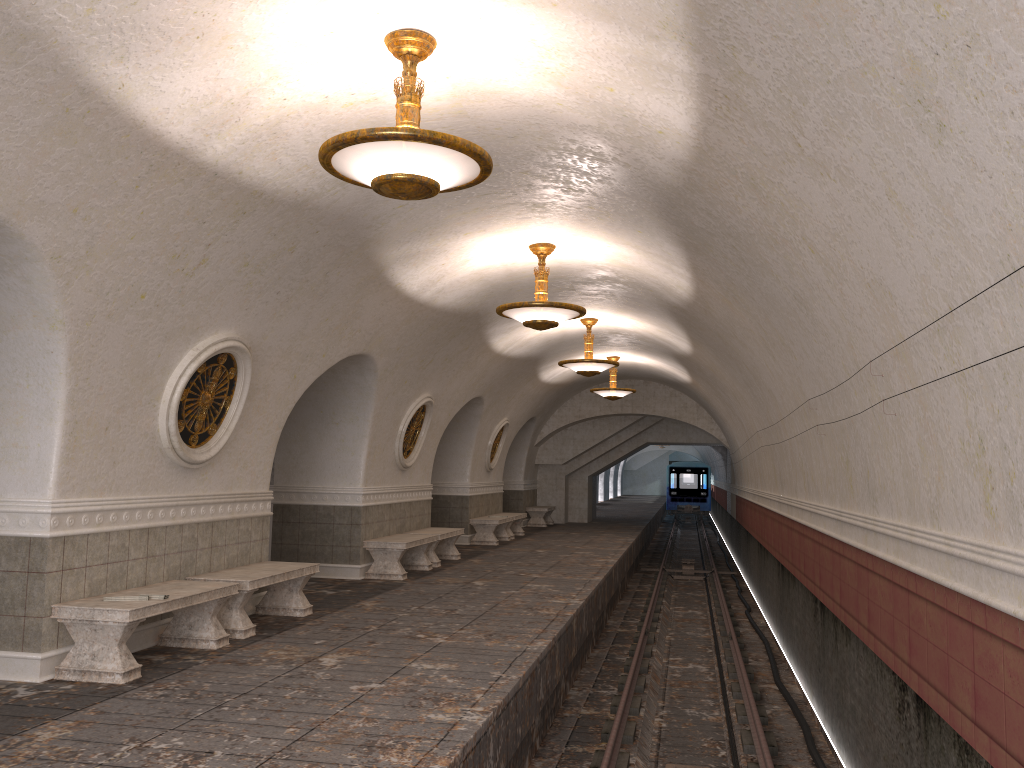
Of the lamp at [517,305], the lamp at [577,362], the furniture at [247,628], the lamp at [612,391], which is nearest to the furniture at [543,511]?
the lamp at [612,391]

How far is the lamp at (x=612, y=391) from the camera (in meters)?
18.92

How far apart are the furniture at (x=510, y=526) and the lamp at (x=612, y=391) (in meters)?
3.30

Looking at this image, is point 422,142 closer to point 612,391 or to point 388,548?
point 388,548

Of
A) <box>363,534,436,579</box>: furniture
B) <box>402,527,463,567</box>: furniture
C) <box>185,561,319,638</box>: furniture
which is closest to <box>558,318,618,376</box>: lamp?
<box>402,527,463,567</box>: furniture

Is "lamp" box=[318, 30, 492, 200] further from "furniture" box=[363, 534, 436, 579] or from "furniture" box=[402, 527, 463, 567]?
"furniture" box=[402, 527, 463, 567]

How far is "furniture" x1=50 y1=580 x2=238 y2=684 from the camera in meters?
6.0 m

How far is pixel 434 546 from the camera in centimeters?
1360cm

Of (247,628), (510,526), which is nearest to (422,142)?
(247,628)

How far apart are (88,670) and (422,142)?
4.3 meters
